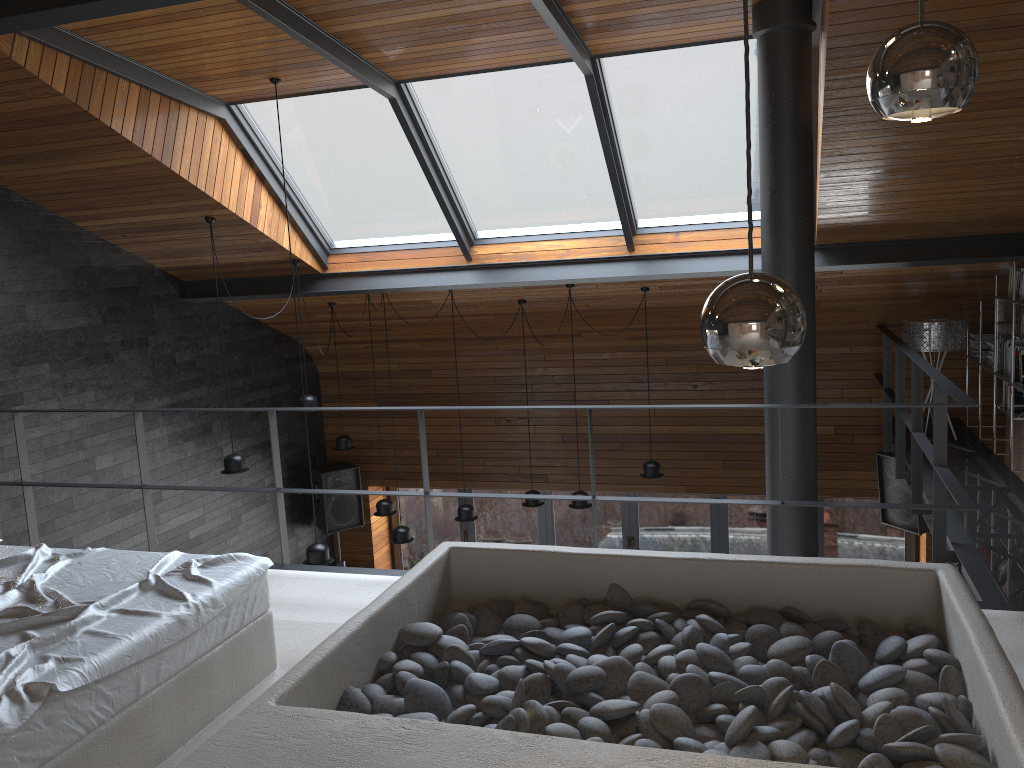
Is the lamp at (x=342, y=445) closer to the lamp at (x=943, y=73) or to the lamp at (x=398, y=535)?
the lamp at (x=398, y=535)

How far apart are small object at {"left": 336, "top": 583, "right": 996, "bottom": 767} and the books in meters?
4.3 m

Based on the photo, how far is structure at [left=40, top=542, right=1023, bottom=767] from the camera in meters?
2.0 m

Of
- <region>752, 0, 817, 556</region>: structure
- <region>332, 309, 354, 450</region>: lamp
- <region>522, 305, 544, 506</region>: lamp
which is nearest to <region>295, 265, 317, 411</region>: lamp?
<region>332, 309, 354, 450</region>: lamp

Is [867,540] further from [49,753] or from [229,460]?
[49,753]

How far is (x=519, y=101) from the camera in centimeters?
592cm

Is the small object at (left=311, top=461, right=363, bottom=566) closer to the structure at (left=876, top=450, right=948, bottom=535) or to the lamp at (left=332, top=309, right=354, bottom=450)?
the lamp at (left=332, top=309, right=354, bottom=450)

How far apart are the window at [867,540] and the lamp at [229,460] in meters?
4.0 m

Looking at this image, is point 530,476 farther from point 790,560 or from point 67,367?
point 790,560

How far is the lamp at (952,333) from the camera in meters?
7.0
